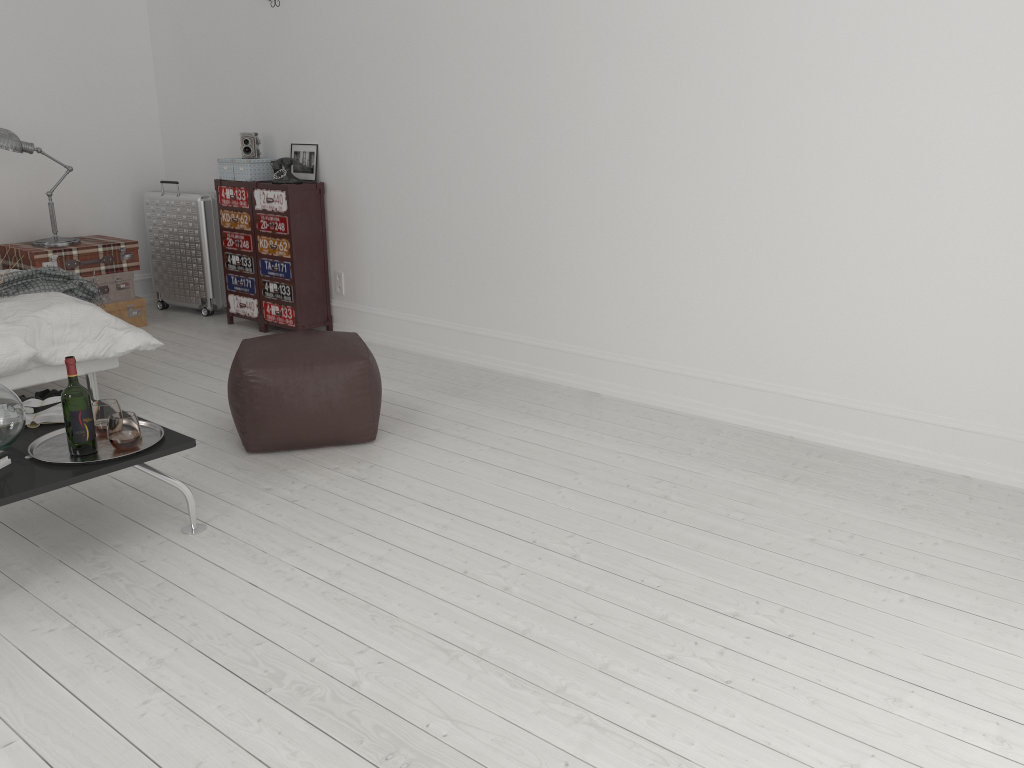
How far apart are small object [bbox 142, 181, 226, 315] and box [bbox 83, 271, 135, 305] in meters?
Answer: 0.5

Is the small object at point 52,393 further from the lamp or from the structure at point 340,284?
the structure at point 340,284

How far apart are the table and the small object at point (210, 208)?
3.2m

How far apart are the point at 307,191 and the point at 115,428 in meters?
2.9 m

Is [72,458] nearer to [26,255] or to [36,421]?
[36,421]

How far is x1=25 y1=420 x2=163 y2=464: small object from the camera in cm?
269

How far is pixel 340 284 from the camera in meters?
5.5 m

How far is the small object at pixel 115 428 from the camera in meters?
2.7

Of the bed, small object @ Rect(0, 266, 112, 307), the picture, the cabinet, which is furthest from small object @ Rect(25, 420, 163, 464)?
the picture

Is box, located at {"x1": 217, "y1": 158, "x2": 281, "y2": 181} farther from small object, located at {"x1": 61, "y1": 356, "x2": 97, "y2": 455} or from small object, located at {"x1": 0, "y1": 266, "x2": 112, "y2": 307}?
small object, located at {"x1": 61, "y1": 356, "x2": 97, "y2": 455}
